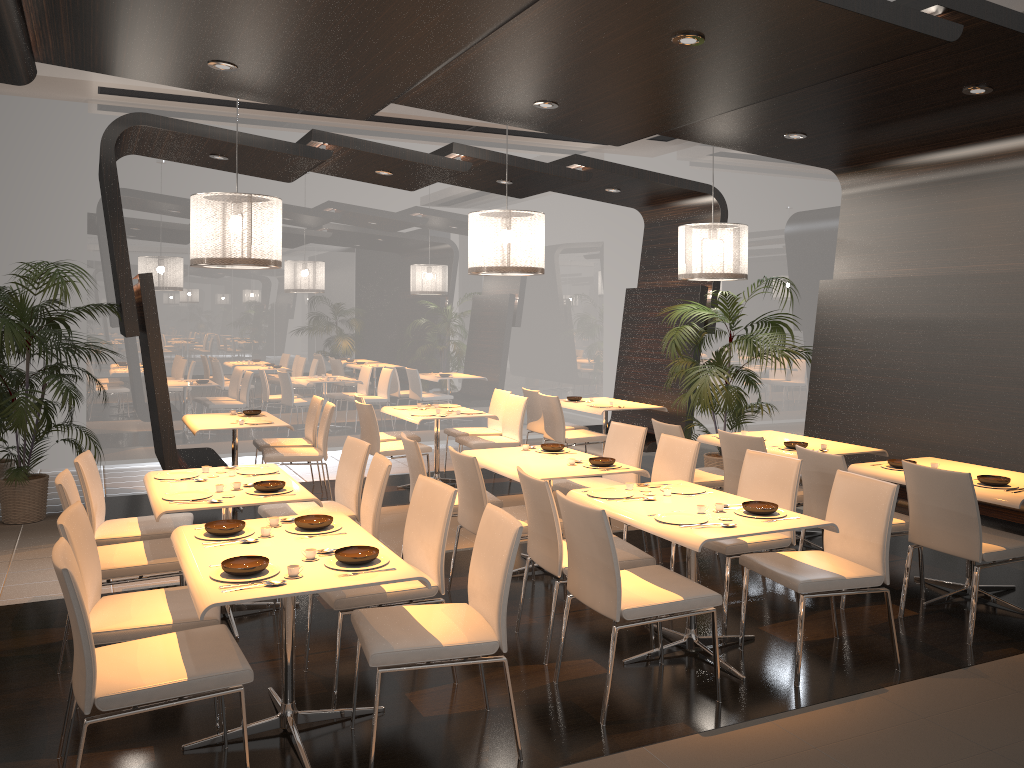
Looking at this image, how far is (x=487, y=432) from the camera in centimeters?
900cm

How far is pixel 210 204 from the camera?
5.95m

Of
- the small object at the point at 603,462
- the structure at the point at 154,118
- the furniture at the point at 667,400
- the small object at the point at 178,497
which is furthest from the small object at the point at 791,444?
the small object at the point at 178,497

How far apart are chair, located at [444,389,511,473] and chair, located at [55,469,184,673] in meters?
4.4 m

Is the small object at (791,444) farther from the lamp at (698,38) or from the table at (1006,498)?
the lamp at (698,38)

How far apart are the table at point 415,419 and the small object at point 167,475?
2.9m

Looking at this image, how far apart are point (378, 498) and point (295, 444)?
3.7 meters

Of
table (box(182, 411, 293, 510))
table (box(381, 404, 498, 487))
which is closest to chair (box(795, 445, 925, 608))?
table (box(381, 404, 498, 487))

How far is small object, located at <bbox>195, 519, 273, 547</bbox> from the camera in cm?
373

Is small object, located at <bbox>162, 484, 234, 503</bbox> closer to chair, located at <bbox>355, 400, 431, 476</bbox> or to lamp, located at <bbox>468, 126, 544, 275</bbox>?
lamp, located at <bbox>468, 126, 544, 275</bbox>
